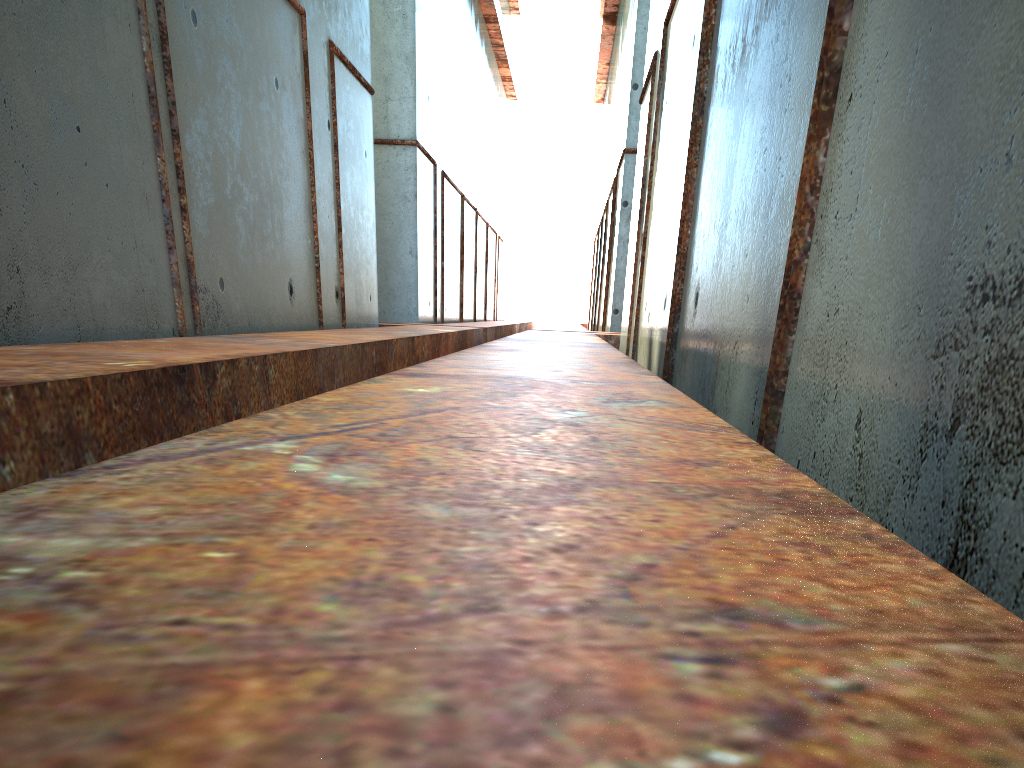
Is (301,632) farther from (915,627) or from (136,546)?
(915,627)
